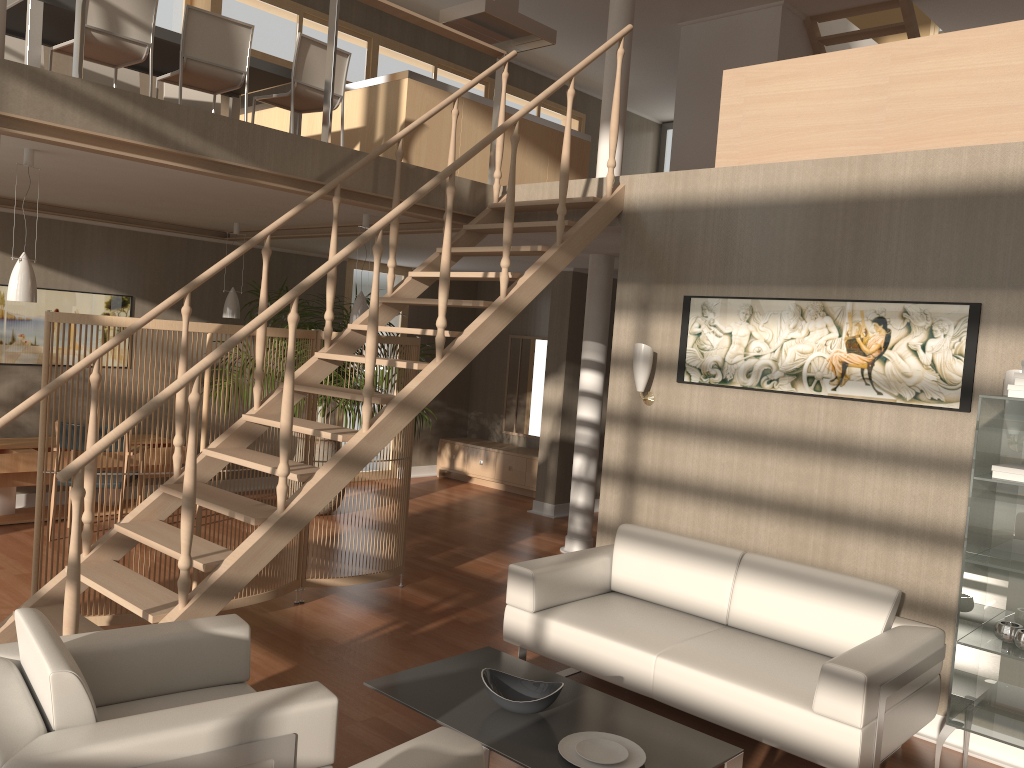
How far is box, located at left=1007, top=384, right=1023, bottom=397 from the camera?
3.3m

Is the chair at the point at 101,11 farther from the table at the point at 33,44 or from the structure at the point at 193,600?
the structure at the point at 193,600

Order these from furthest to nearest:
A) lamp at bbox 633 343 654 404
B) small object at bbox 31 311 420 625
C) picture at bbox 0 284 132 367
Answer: picture at bbox 0 284 132 367 → lamp at bbox 633 343 654 404 → small object at bbox 31 311 420 625

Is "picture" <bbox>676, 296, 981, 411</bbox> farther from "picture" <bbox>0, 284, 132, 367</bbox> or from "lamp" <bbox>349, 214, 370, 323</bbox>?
"picture" <bbox>0, 284, 132, 367</bbox>

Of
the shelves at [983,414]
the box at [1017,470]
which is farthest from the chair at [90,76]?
the box at [1017,470]

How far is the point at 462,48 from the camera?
10.3m

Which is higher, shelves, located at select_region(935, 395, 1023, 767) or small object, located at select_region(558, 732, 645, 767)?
shelves, located at select_region(935, 395, 1023, 767)

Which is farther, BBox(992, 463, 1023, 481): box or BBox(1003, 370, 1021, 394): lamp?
BBox(1003, 370, 1021, 394): lamp

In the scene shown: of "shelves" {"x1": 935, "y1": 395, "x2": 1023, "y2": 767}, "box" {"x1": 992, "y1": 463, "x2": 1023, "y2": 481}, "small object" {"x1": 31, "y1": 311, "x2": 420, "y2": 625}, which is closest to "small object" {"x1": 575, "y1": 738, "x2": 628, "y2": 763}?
"shelves" {"x1": 935, "y1": 395, "x2": 1023, "y2": 767}

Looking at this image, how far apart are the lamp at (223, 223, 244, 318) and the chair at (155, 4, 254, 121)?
2.0m
